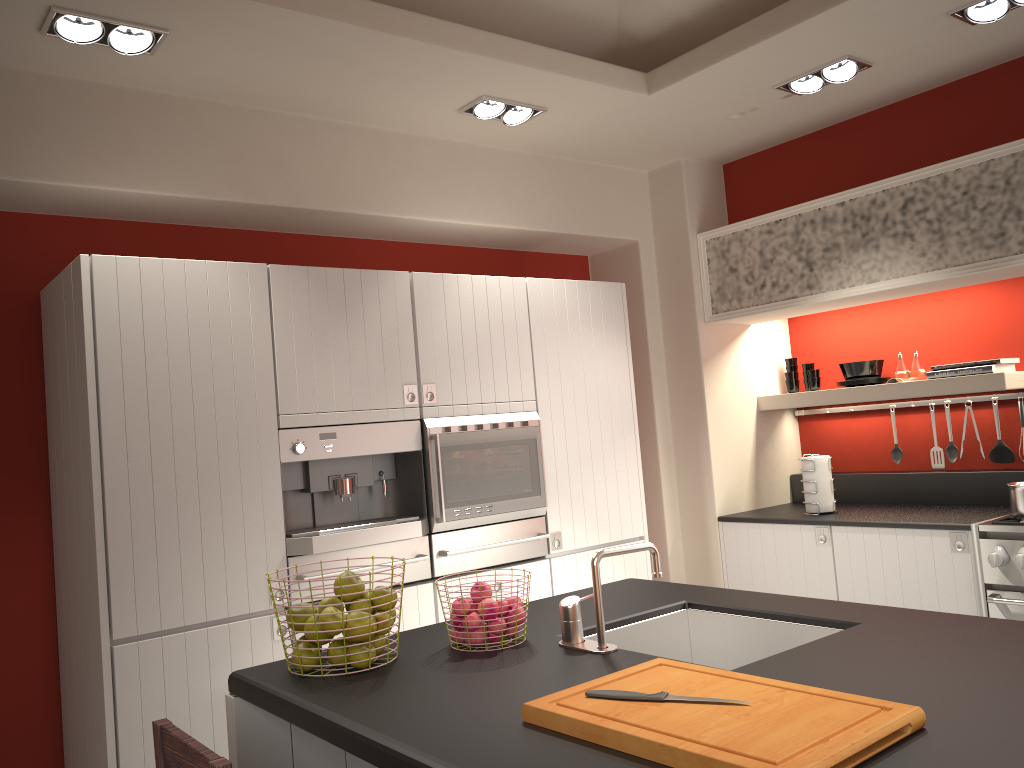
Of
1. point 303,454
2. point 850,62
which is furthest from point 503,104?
point 303,454

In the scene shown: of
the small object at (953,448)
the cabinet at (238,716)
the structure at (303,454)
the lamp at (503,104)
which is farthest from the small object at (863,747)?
the small object at (953,448)

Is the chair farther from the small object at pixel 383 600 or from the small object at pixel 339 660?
the small object at pixel 383 600

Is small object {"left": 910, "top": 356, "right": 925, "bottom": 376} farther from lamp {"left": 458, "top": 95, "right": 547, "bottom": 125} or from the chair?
the chair

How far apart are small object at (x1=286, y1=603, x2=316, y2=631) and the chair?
0.4 meters

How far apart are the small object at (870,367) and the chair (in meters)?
3.96

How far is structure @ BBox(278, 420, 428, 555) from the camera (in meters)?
3.37

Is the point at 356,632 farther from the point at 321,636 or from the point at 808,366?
the point at 808,366

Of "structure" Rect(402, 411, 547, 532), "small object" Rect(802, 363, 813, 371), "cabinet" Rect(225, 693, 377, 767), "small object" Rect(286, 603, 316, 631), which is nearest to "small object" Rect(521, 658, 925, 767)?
"small object" Rect(286, 603, 316, 631)

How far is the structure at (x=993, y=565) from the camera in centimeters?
360cm
